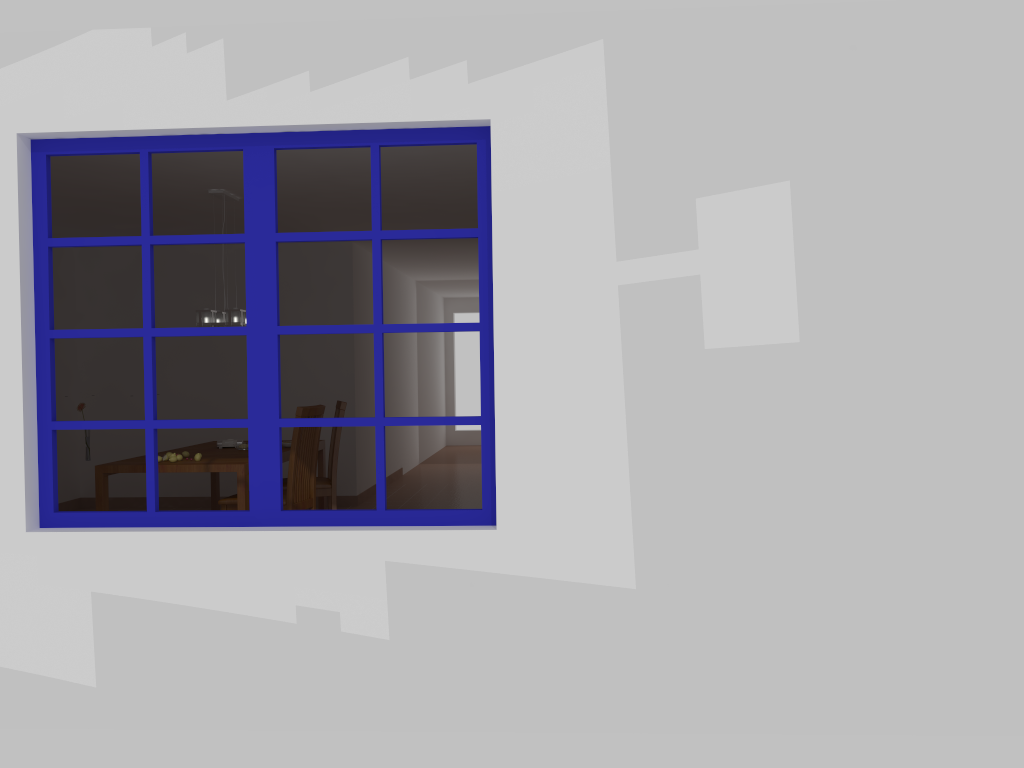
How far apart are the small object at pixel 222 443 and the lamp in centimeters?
87cm

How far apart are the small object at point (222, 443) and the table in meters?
0.1 m

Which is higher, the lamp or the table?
the lamp

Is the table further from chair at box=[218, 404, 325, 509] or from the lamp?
the lamp

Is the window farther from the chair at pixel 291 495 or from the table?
the chair at pixel 291 495

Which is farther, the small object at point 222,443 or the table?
the small object at point 222,443

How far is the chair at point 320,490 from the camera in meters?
6.2

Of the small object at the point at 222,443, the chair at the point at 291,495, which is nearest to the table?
the small object at the point at 222,443

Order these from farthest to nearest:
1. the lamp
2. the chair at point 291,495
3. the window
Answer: the lamp
the chair at point 291,495
the window

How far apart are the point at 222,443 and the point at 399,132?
3.8m
